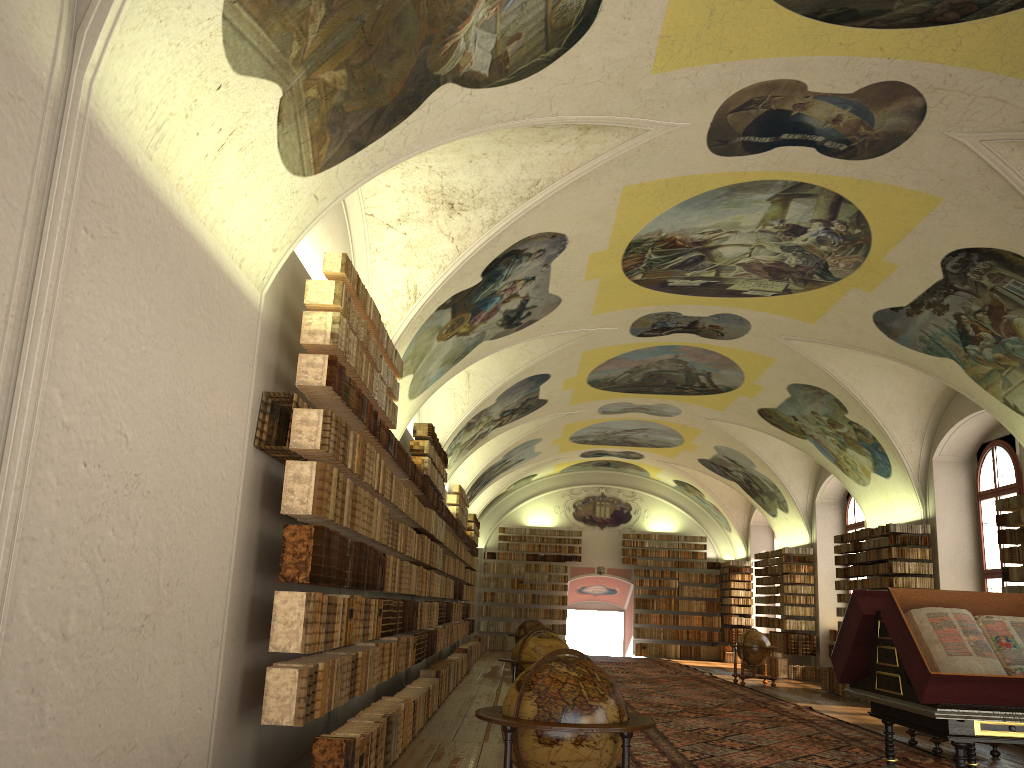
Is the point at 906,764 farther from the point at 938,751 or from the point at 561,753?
the point at 561,753

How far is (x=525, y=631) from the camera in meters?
23.1

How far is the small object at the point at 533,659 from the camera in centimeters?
1238cm

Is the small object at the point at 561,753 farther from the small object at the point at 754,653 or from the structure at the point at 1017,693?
the small object at the point at 754,653

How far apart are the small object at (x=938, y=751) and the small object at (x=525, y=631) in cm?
1156

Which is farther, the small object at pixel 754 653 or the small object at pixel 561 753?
the small object at pixel 754 653

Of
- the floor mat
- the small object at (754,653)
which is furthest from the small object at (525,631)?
the small object at (754,653)

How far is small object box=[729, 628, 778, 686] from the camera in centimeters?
2282cm

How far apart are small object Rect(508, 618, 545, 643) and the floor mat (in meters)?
2.42

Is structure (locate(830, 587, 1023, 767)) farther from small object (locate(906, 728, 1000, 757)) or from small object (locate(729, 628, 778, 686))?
small object (locate(729, 628, 778, 686))
